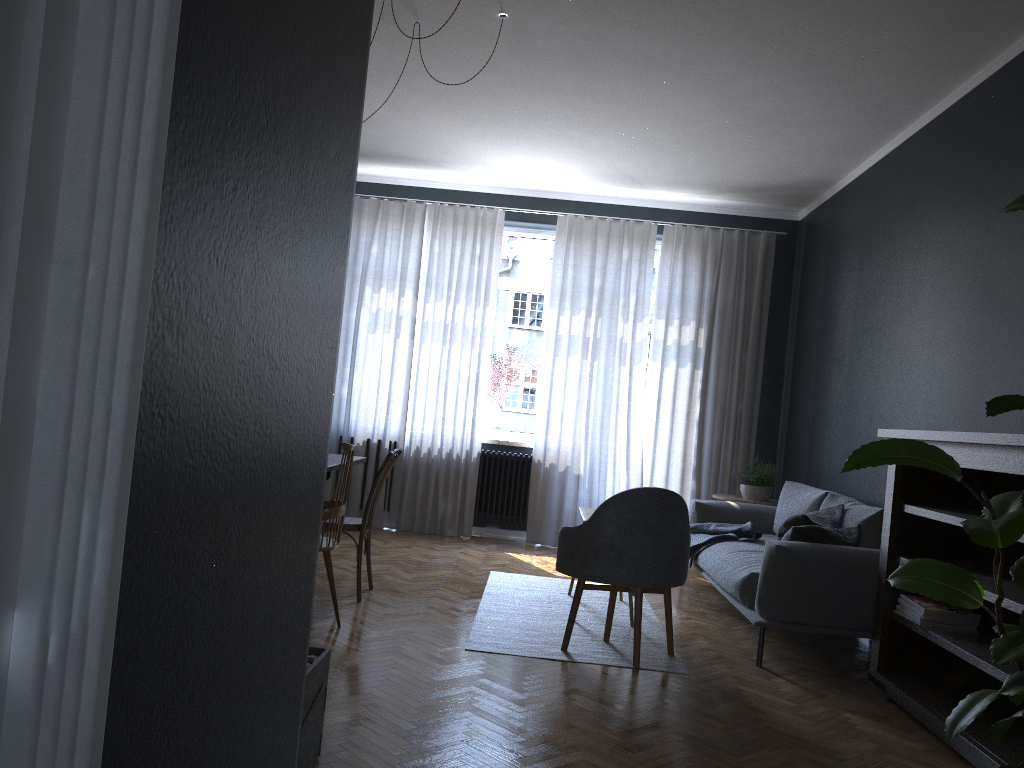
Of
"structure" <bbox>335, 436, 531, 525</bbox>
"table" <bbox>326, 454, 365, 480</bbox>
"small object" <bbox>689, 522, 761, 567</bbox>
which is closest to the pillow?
"small object" <bbox>689, 522, 761, 567</bbox>

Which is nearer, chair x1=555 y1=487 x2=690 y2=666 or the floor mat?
chair x1=555 y1=487 x2=690 y2=666

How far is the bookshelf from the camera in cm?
309

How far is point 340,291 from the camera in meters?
2.0

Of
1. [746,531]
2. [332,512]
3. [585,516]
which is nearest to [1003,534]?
[332,512]

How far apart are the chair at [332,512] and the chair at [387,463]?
0.3 meters

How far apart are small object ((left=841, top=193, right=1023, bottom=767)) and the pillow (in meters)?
2.14

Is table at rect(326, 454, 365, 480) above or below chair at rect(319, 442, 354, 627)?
above

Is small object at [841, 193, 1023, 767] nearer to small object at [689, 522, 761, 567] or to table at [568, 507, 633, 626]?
table at [568, 507, 633, 626]

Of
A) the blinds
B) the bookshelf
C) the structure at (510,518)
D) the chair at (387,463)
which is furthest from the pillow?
the structure at (510,518)
